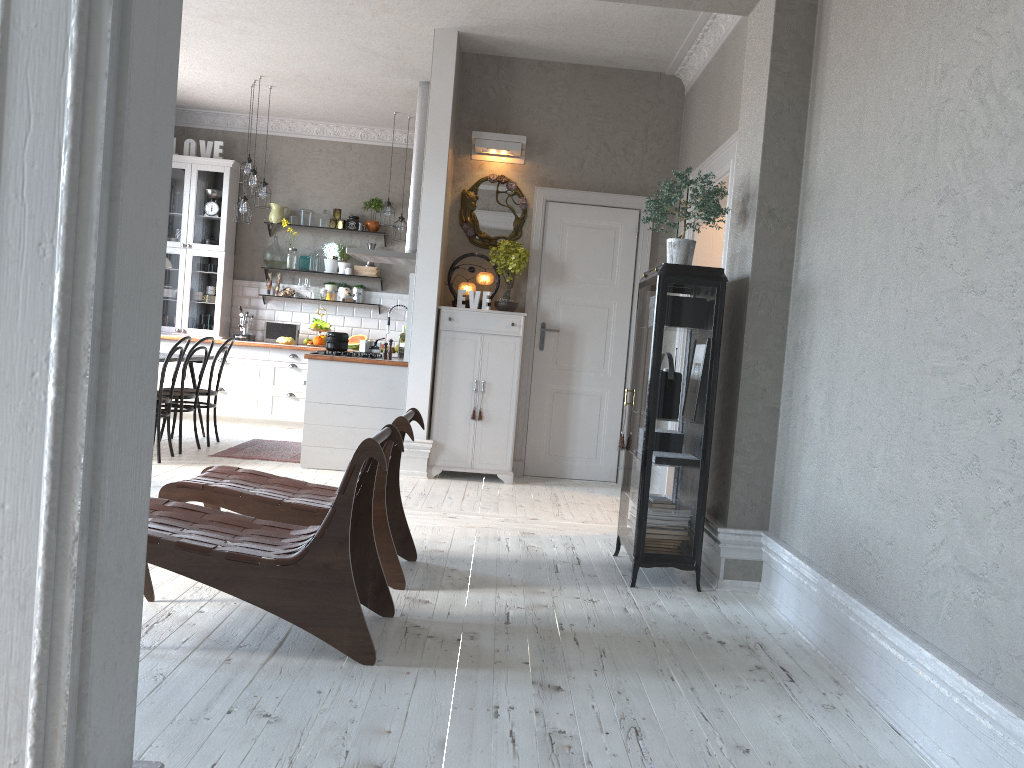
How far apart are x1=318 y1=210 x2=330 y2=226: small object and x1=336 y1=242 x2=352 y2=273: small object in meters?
0.4

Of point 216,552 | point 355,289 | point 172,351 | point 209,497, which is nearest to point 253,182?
point 355,289

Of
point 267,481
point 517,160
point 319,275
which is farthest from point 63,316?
point 319,275

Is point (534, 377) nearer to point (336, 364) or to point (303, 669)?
point (336, 364)

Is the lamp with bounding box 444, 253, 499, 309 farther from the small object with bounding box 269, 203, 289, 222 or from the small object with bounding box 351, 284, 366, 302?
the small object with bounding box 269, 203, 289, 222

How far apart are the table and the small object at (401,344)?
1.78m

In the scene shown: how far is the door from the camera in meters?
7.0

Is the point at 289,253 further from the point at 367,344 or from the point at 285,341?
the point at 367,344

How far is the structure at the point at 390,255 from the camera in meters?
7.7 m

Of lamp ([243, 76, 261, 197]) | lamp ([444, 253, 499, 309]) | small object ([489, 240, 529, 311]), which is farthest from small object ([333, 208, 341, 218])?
small object ([489, 240, 529, 311])
